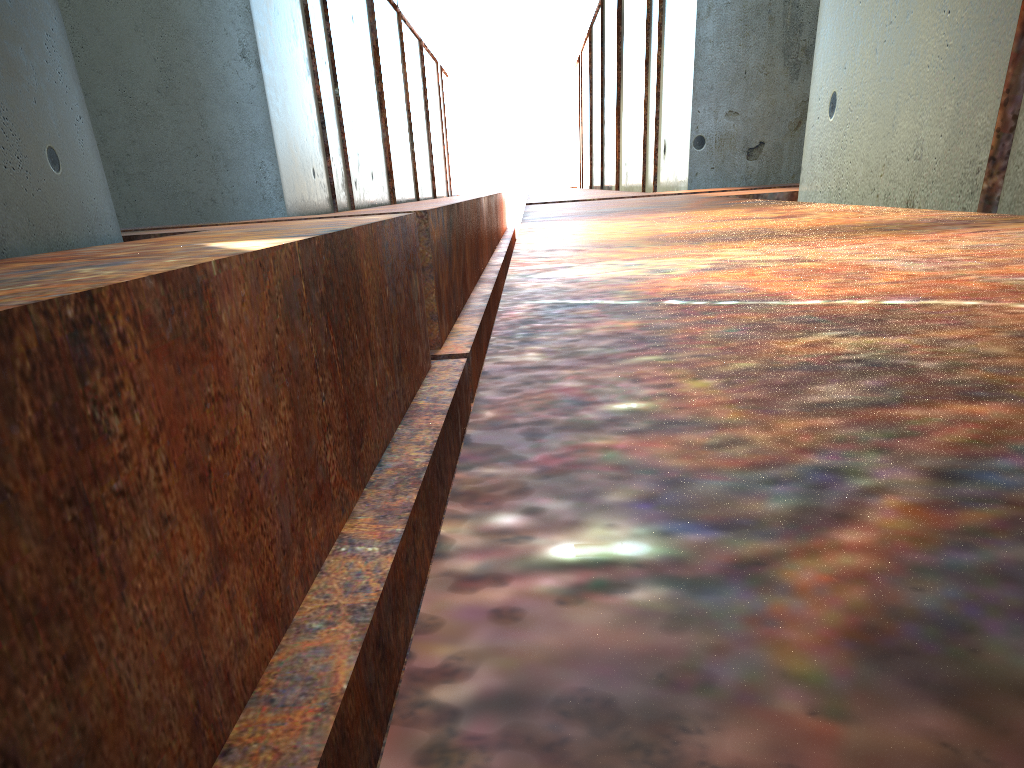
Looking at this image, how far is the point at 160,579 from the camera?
2.1 meters

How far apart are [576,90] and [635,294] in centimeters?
3507cm

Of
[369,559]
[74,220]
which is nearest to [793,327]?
[369,559]
